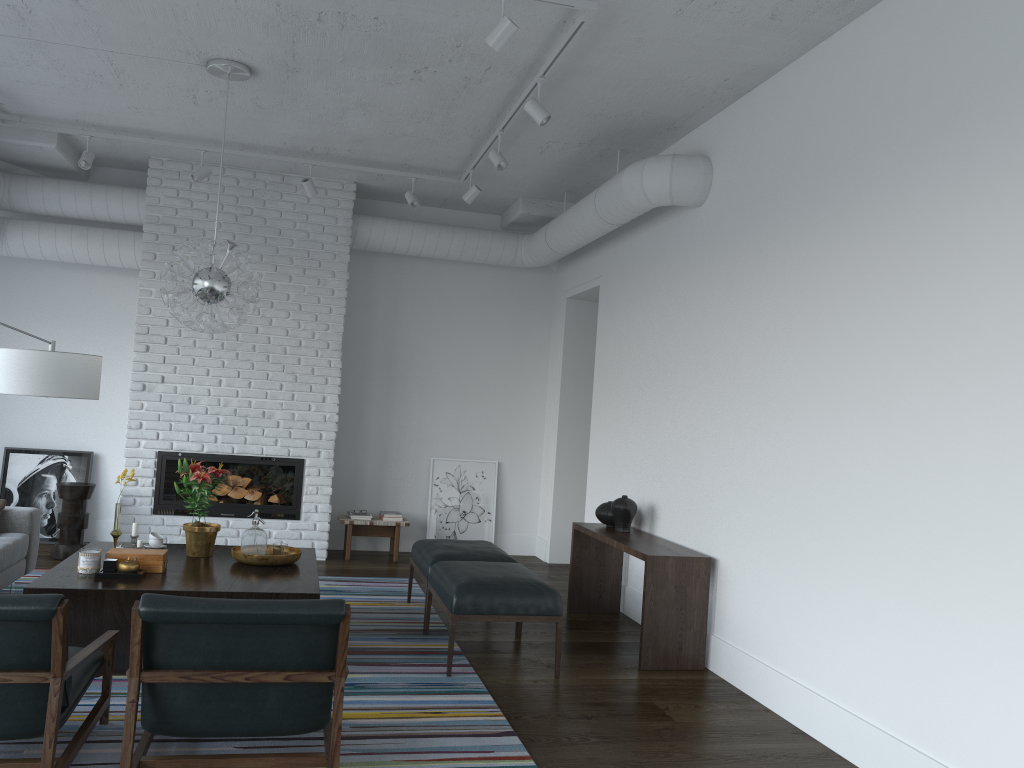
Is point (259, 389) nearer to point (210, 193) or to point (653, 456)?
point (210, 193)

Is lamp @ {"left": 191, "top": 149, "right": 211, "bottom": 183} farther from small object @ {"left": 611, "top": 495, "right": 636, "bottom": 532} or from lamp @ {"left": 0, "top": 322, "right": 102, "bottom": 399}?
small object @ {"left": 611, "top": 495, "right": 636, "bottom": 532}

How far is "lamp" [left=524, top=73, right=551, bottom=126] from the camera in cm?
474

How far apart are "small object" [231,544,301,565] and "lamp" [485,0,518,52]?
2.9 meters

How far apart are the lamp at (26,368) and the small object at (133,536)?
1.3m

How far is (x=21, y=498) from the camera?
7.36m

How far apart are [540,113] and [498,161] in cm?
97

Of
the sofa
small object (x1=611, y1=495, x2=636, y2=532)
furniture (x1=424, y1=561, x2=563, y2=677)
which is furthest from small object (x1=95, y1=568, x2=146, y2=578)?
small object (x1=611, y1=495, x2=636, y2=532)

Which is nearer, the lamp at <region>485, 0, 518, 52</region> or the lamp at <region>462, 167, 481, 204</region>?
the lamp at <region>485, 0, 518, 52</region>

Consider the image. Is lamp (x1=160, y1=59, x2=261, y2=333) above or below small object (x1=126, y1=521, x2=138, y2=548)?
above
